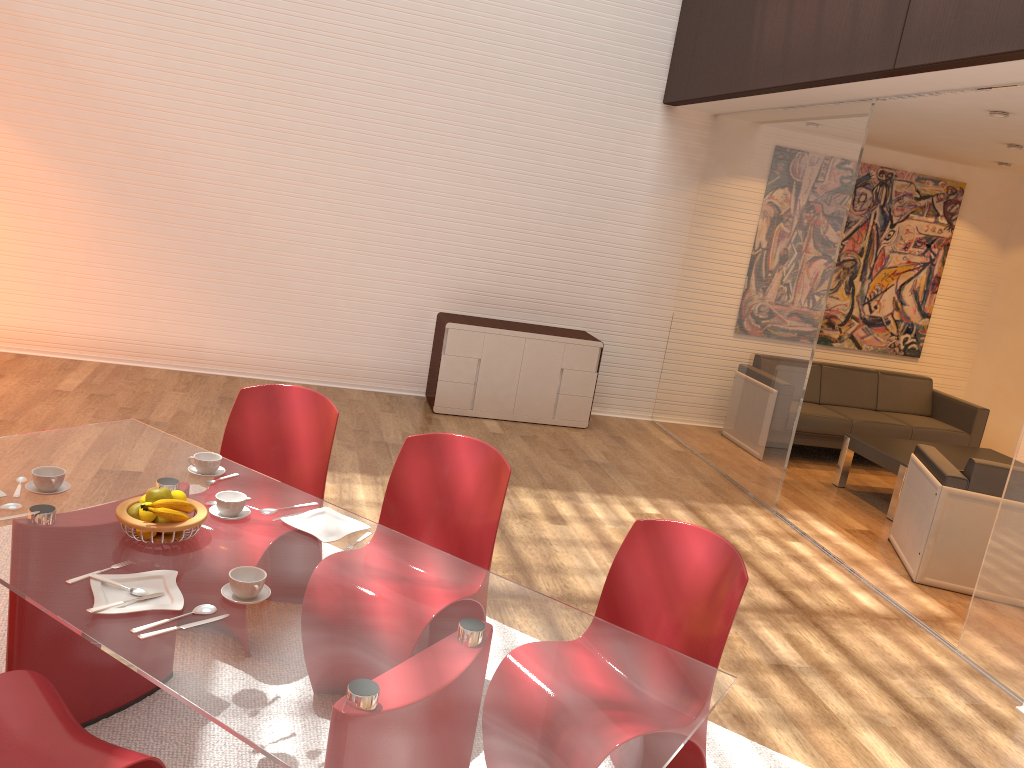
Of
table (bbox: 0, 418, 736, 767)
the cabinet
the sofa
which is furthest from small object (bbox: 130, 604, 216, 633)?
the sofa

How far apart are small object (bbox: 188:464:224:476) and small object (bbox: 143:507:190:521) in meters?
0.6 m

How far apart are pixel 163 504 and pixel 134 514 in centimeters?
11cm

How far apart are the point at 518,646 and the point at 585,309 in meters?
5.7 m

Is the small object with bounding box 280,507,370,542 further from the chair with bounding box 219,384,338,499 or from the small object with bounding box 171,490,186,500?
the chair with bounding box 219,384,338,499

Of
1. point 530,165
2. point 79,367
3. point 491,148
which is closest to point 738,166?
point 530,165

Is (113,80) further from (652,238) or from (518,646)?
(518,646)

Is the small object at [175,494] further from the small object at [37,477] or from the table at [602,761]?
the small object at [37,477]

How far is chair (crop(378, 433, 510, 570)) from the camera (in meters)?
3.10

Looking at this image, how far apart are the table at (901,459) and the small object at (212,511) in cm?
495
